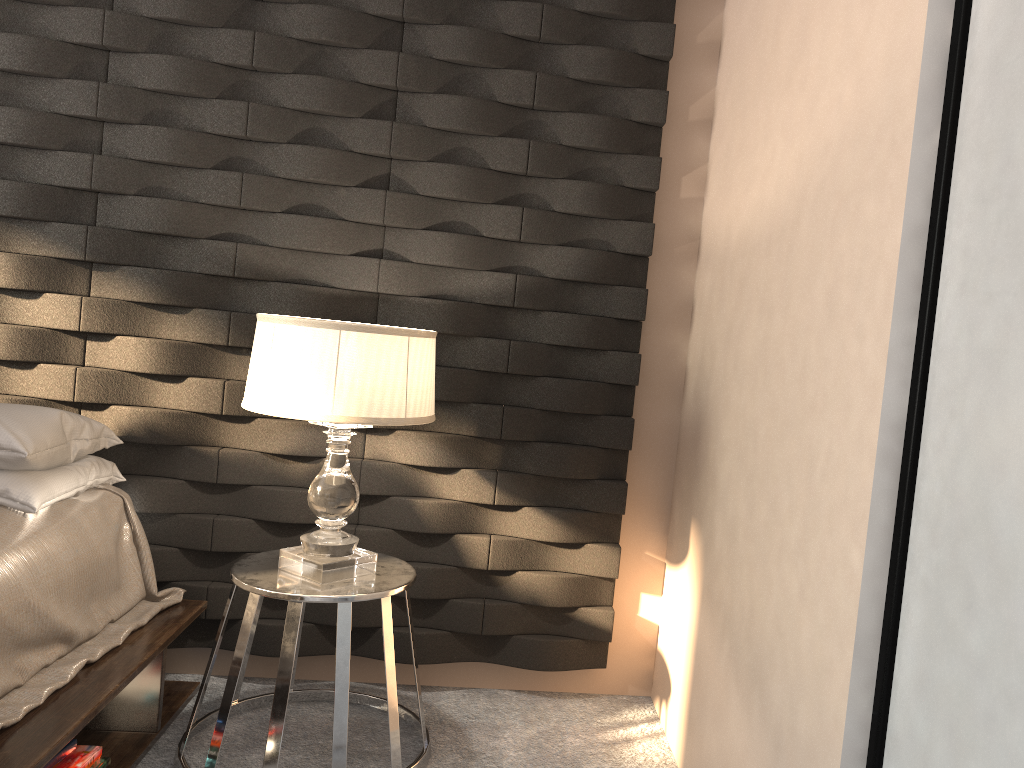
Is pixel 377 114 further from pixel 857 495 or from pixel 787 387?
pixel 857 495

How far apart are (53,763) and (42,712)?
0.2 meters

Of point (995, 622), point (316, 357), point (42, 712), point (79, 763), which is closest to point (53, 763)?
point (79, 763)

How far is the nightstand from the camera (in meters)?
2.07

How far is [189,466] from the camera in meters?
2.6 m

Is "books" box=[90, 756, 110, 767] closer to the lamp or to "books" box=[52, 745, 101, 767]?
"books" box=[52, 745, 101, 767]

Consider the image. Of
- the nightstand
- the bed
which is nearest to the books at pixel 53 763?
the bed

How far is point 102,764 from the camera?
A: 2.06m

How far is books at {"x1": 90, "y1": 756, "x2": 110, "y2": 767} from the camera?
2.1 meters

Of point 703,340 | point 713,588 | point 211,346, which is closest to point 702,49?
point 703,340
